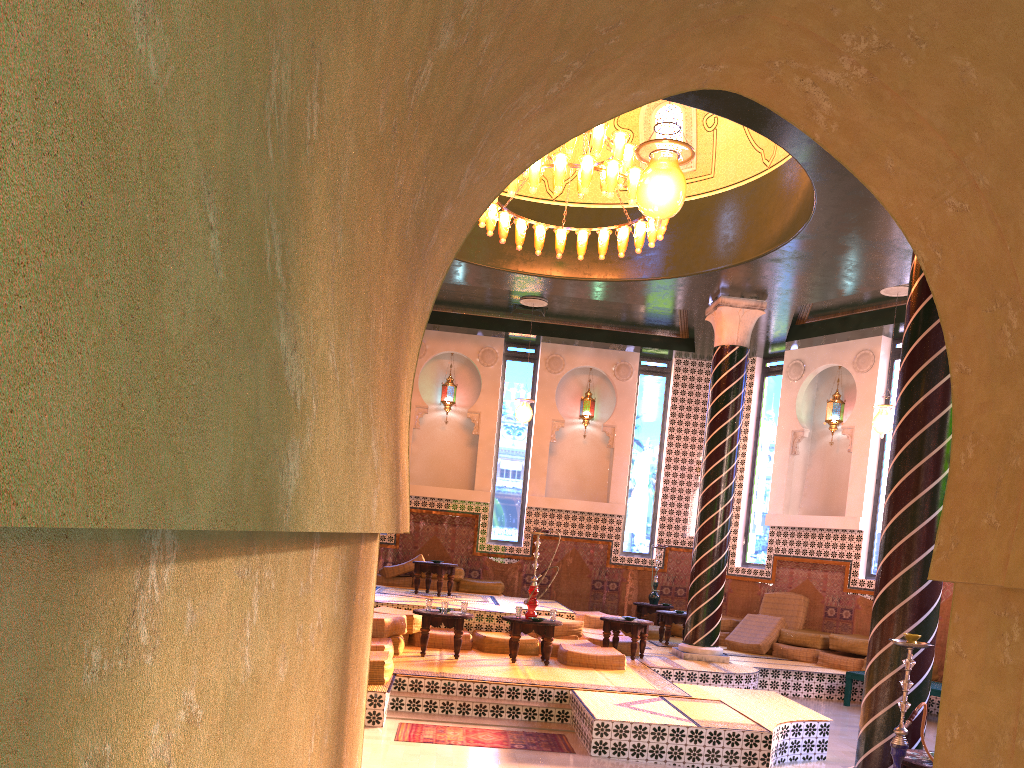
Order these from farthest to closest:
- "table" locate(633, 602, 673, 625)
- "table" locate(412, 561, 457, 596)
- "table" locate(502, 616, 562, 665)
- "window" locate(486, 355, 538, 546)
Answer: "window" locate(486, 355, 538, 546) → "table" locate(633, 602, 673, 625) → "table" locate(412, 561, 457, 596) → "table" locate(502, 616, 562, 665)

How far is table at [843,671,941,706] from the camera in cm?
1177

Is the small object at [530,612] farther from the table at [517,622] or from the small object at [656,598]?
the small object at [656,598]

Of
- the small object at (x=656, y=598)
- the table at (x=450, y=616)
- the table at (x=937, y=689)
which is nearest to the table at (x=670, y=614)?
the small object at (x=656, y=598)

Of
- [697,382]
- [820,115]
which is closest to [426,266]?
[820,115]

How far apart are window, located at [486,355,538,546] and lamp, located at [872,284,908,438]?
7.3 meters

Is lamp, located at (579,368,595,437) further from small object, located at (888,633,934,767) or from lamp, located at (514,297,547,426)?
small object, located at (888,633,934,767)

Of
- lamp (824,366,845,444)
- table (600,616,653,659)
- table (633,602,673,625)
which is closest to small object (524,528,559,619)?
table (600,616,653,659)

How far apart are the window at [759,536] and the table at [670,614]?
2.71m

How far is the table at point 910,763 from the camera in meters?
6.7
